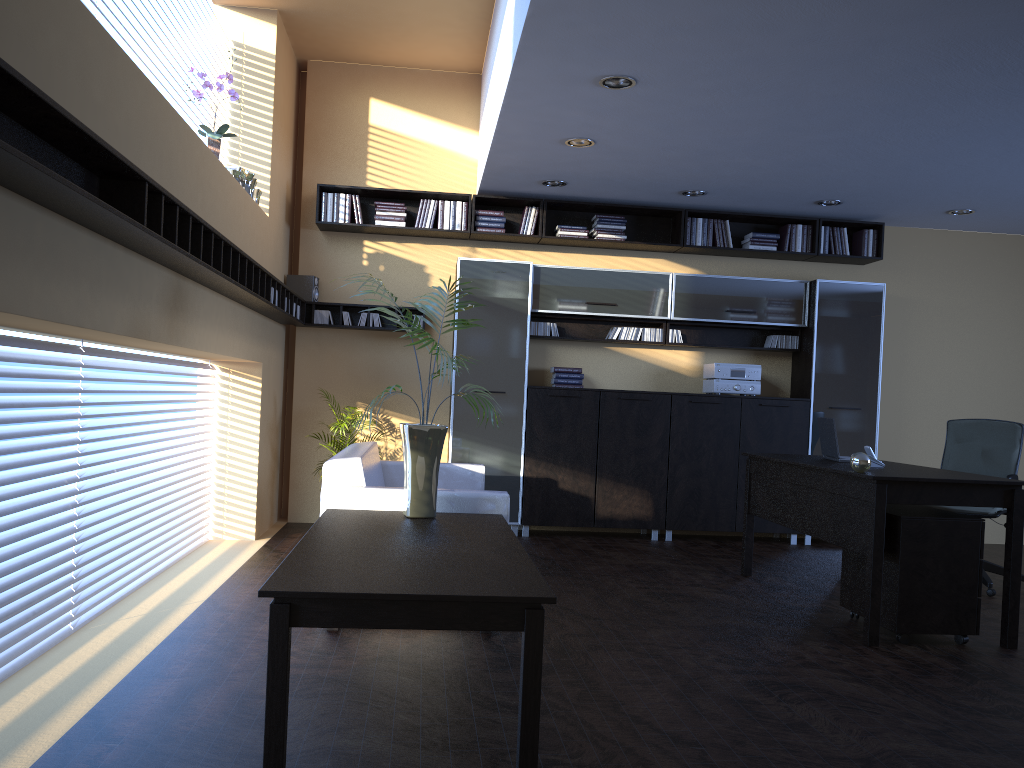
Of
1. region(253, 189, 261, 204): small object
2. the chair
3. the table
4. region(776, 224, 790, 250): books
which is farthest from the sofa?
region(776, 224, 790, 250): books

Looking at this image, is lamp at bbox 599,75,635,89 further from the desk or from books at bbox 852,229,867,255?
books at bbox 852,229,867,255

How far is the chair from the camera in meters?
6.4

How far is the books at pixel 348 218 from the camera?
7.7m

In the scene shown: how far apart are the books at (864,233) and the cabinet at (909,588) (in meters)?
3.79

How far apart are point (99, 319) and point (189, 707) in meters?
1.5

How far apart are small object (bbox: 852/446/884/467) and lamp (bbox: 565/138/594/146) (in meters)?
2.79

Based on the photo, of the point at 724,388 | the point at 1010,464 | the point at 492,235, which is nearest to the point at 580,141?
the point at 492,235

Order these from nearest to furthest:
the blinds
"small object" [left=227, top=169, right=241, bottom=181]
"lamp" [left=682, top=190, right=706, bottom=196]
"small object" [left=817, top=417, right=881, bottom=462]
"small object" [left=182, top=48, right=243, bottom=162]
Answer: the blinds, "small object" [left=182, top=48, right=243, bottom=162], "small object" [left=817, top=417, right=881, bottom=462], "small object" [left=227, top=169, right=241, bottom=181], "lamp" [left=682, top=190, right=706, bottom=196]

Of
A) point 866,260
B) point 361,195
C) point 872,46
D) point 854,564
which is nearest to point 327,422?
point 361,195
